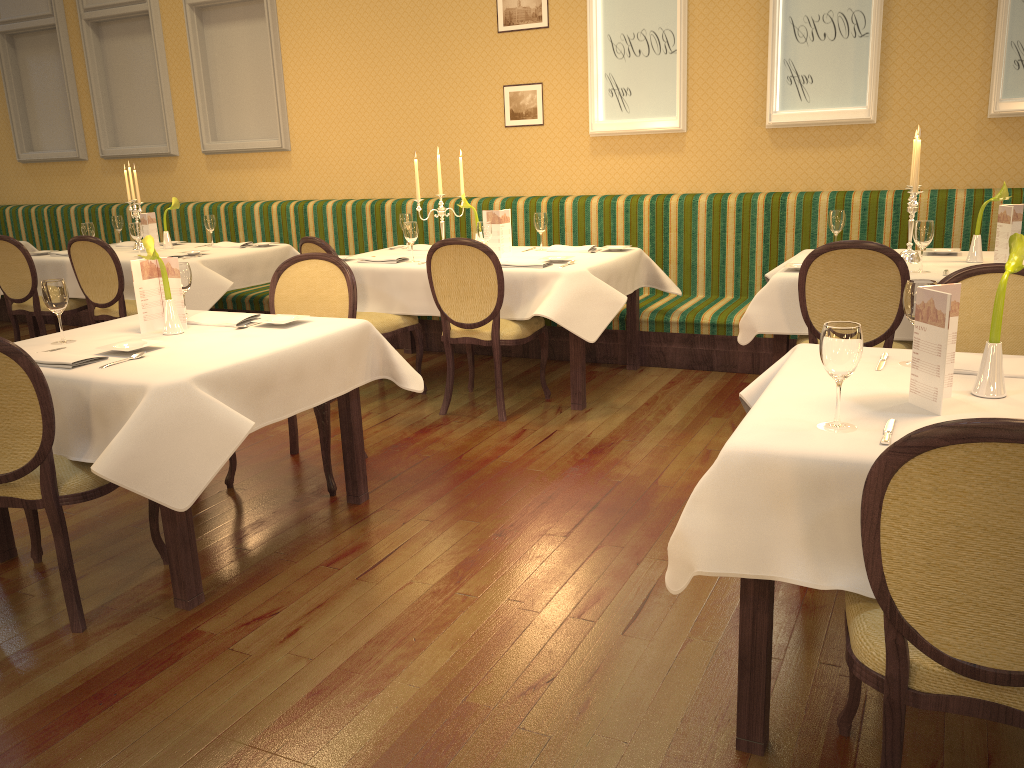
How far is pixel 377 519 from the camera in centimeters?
344cm

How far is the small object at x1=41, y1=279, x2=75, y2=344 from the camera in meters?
3.1

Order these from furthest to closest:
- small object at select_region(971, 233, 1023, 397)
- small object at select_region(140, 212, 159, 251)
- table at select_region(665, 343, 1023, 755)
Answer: small object at select_region(140, 212, 159, 251), small object at select_region(971, 233, 1023, 397), table at select_region(665, 343, 1023, 755)

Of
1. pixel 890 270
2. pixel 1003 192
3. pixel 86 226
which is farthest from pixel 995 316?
pixel 86 226

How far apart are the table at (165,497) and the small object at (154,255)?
0.0 meters

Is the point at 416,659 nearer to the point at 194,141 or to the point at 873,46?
→ the point at 873,46

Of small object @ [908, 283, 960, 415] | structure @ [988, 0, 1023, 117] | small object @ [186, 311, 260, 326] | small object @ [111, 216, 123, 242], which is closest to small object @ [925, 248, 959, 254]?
structure @ [988, 0, 1023, 117]

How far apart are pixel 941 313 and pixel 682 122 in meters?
4.3 m

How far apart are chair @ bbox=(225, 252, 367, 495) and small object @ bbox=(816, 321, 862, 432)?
2.2 meters

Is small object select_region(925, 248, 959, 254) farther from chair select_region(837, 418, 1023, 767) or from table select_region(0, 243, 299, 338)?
table select_region(0, 243, 299, 338)
